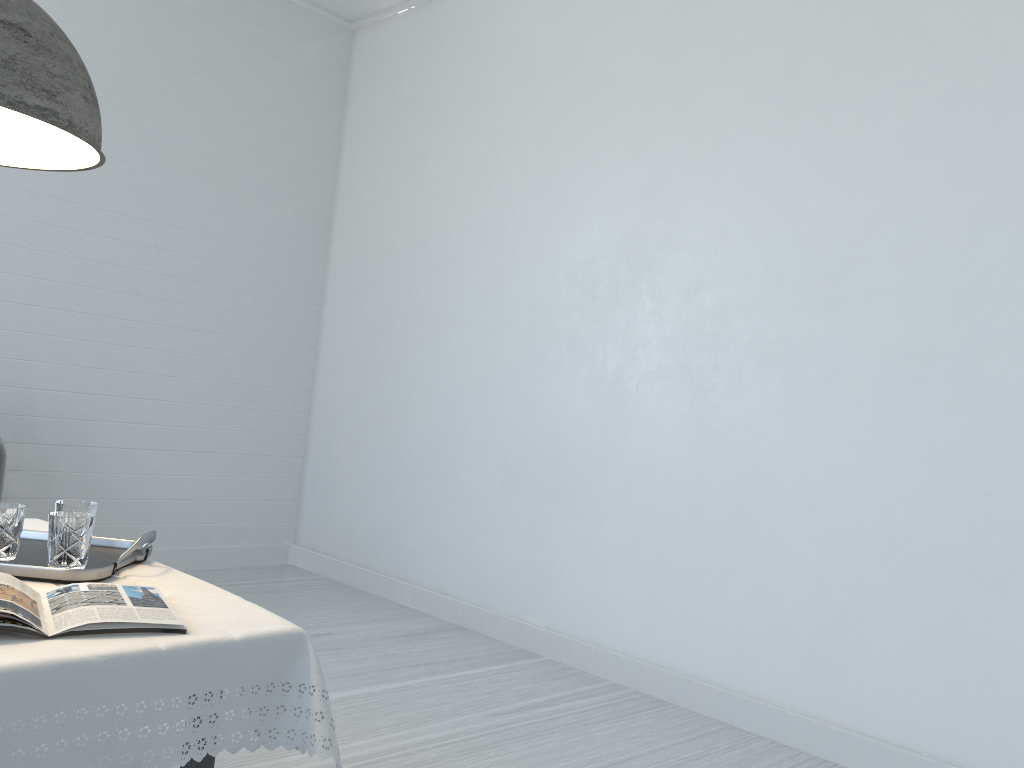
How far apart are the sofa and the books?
3.1 meters

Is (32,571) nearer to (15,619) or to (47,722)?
(15,619)

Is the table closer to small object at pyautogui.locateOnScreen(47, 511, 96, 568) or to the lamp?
small object at pyautogui.locateOnScreen(47, 511, 96, 568)

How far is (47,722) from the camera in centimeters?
129cm

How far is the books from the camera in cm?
144

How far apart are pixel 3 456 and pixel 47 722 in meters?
3.5 m

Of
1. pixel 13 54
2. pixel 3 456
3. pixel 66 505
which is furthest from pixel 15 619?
pixel 3 456

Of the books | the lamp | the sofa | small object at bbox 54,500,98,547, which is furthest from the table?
the sofa

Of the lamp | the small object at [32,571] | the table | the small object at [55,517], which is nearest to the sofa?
the table

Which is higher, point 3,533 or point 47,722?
point 3,533
